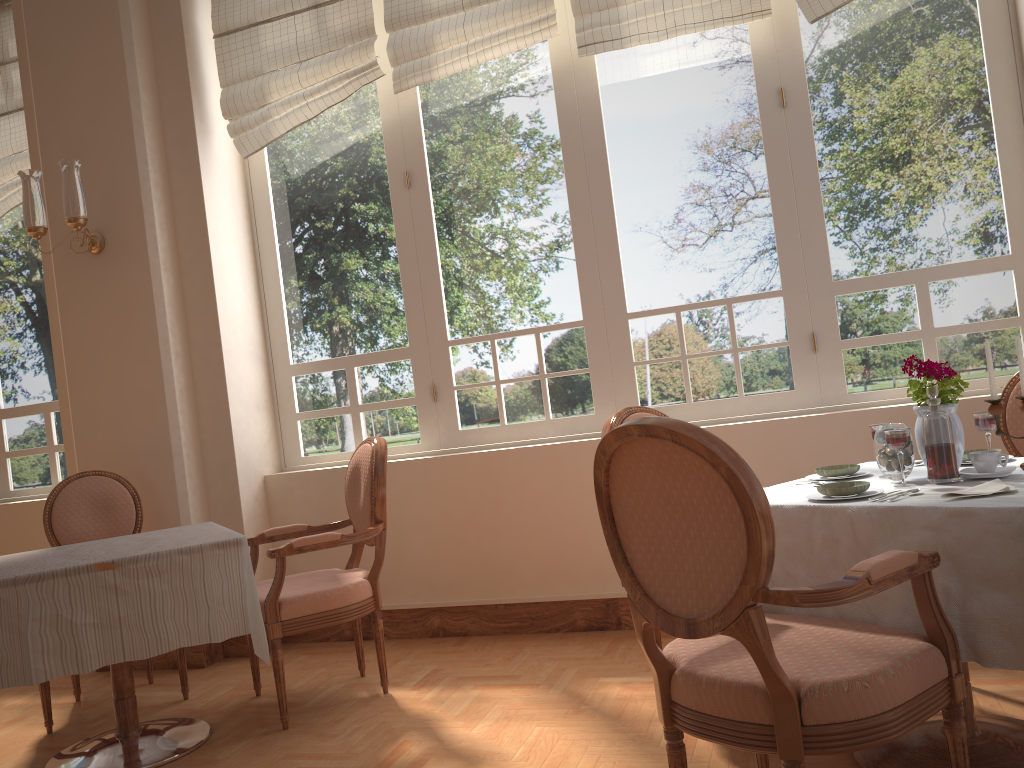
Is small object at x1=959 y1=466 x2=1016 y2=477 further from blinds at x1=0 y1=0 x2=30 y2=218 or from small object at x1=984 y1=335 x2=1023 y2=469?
blinds at x1=0 y1=0 x2=30 y2=218

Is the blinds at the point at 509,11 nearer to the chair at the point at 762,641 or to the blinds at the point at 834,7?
the blinds at the point at 834,7

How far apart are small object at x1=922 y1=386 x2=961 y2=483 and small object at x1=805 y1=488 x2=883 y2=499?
0.1m

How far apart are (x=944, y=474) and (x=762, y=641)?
0.8m

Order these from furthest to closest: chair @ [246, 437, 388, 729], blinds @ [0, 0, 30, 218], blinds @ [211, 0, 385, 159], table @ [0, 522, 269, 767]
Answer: blinds @ [0, 0, 30, 218] < blinds @ [211, 0, 385, 159] < chair @ [246, 437, 388, 729] < table @ [0, 522, 269, 767]

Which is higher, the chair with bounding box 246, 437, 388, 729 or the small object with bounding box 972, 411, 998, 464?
the small object with bounding box 972, 411, 998, 464

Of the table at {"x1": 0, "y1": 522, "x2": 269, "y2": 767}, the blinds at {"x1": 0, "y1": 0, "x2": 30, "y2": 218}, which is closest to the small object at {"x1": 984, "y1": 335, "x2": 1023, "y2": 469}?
the table at {"x1": 0, "y1": 522, "x2": 269, "y2": 767}

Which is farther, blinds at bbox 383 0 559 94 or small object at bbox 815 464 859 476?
blinds at bbox 383 0 559 94

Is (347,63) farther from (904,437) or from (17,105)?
(904,437)

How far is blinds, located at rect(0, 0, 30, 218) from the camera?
4.73m
